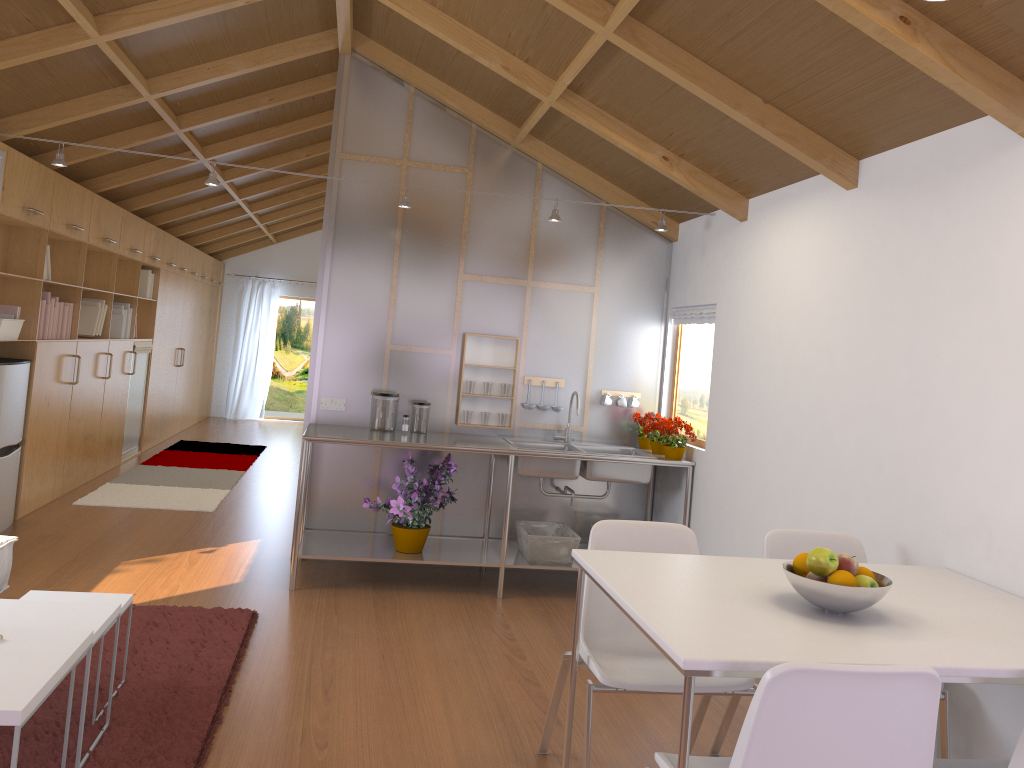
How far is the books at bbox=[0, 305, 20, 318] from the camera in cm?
517

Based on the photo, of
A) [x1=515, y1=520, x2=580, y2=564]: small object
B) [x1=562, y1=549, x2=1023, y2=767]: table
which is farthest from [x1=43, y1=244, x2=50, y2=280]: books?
[x1=562, y1=549, x2=1023, y2=767]: table

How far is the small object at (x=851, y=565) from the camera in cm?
216

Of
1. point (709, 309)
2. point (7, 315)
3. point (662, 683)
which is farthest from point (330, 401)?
point (662, 683)

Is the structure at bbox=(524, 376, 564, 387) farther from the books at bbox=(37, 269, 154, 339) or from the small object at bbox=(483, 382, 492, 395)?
the books at bbox=(37, 269, 154, 339)

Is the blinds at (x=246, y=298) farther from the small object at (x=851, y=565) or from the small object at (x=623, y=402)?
the small object at (x=851, y=565)

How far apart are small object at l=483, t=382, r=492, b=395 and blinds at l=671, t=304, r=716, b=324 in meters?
1.2

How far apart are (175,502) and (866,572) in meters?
5.4 m

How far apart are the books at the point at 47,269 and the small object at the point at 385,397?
2.42m

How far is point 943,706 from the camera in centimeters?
268cm
